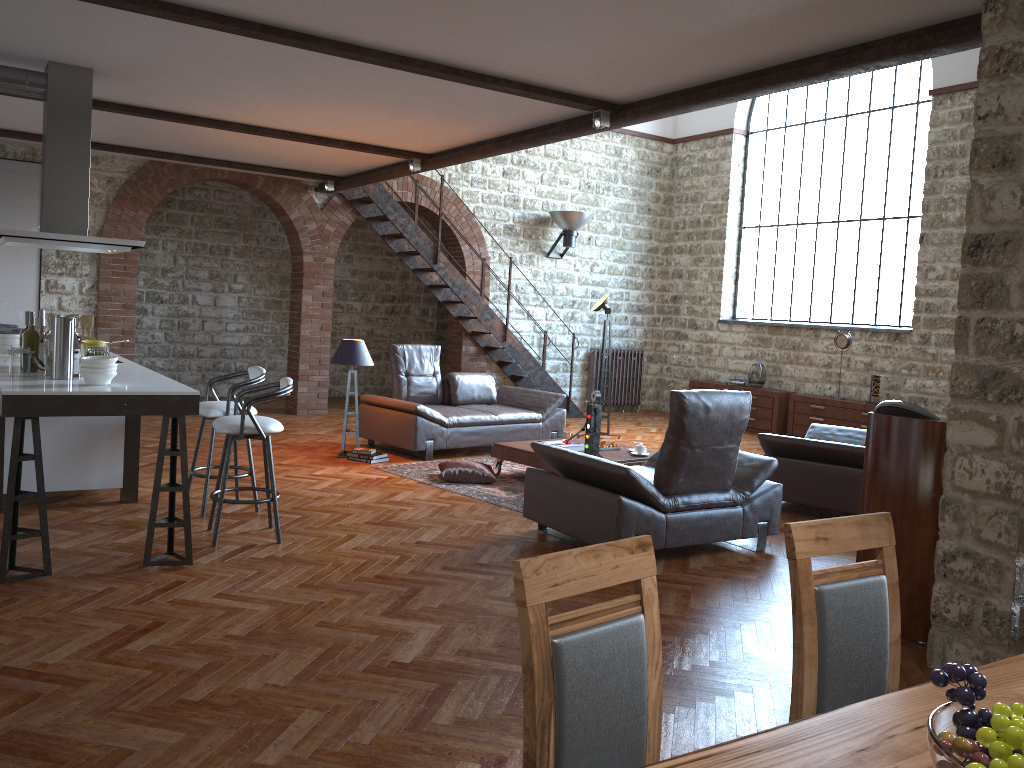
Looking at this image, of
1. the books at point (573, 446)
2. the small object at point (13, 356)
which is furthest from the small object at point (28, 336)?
the books at point (573, 446)

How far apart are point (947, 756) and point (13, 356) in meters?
5.0

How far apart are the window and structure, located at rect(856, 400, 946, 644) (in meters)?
7.37

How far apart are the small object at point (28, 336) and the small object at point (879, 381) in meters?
9.0 m

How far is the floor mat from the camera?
6.86m

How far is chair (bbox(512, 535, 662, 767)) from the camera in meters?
1.6

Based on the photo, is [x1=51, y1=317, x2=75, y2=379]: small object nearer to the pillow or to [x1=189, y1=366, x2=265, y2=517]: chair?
[x1=189, y1=366, x2=265, y2=517]: chair

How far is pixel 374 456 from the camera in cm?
811

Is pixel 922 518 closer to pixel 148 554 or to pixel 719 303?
pixel 148 554

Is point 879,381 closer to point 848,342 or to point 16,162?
point 848,342
